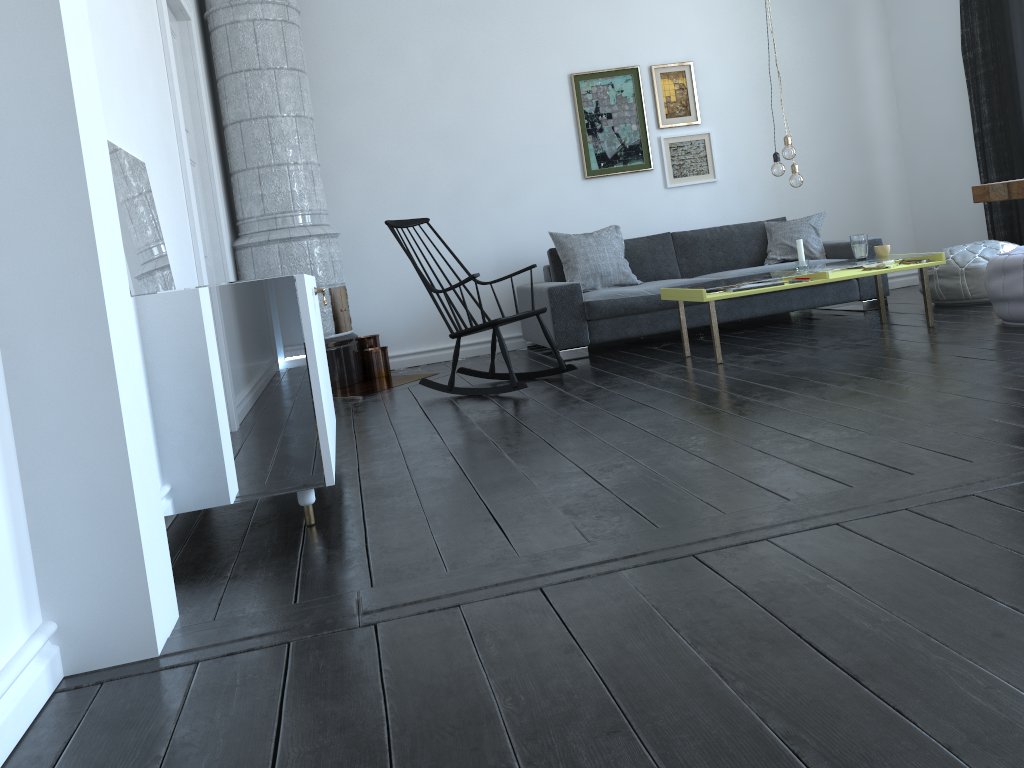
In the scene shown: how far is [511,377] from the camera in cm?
451

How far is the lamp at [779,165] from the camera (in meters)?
4.70

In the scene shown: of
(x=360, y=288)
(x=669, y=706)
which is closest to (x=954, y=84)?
(x=360, y=288)

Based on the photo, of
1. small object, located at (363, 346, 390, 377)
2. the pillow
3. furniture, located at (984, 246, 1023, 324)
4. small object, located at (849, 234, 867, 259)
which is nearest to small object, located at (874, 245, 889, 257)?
small object, located at (849, 234, 867, 259)

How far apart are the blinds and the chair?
3.37m

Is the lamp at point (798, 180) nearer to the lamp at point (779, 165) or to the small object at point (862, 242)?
the lamp at point (779, 165)

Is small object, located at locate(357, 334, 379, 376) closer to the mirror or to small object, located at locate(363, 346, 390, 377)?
small object, located at locate(363, 346, 390, 377)

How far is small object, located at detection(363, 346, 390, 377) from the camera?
6.11m

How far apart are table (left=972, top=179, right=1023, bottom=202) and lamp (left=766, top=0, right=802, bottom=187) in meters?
1.7

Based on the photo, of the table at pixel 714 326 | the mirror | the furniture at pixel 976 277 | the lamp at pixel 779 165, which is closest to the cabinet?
the mirror
